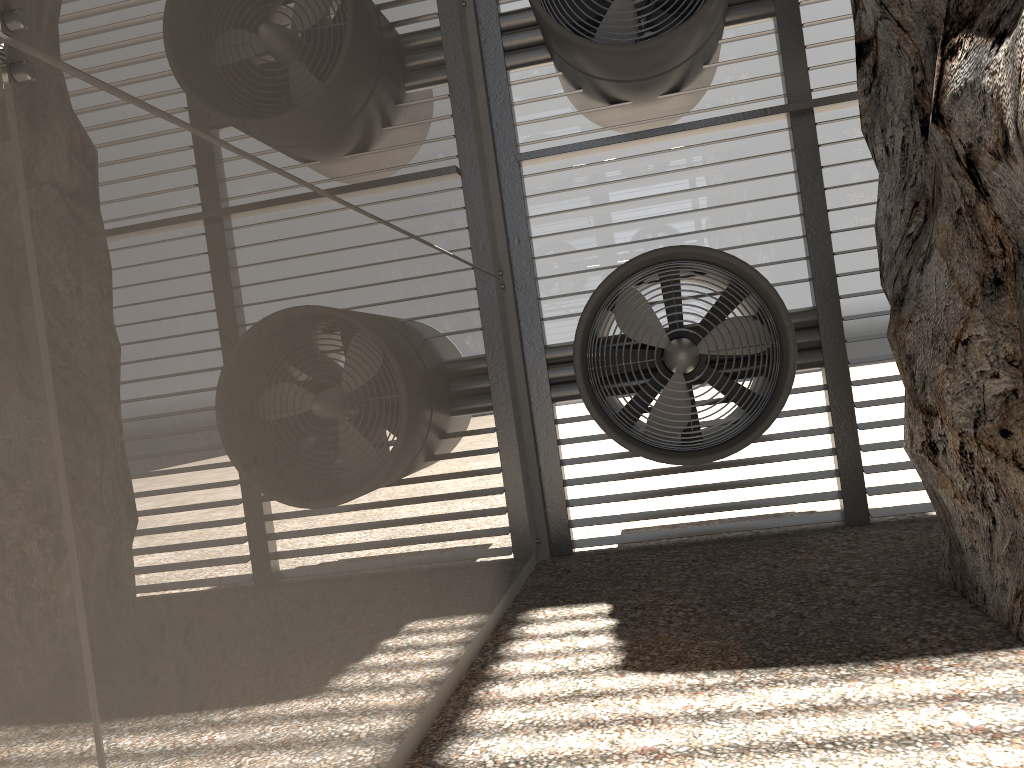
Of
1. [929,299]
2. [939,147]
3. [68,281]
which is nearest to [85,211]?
[68,281]

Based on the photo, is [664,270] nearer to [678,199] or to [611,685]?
[678,199]
